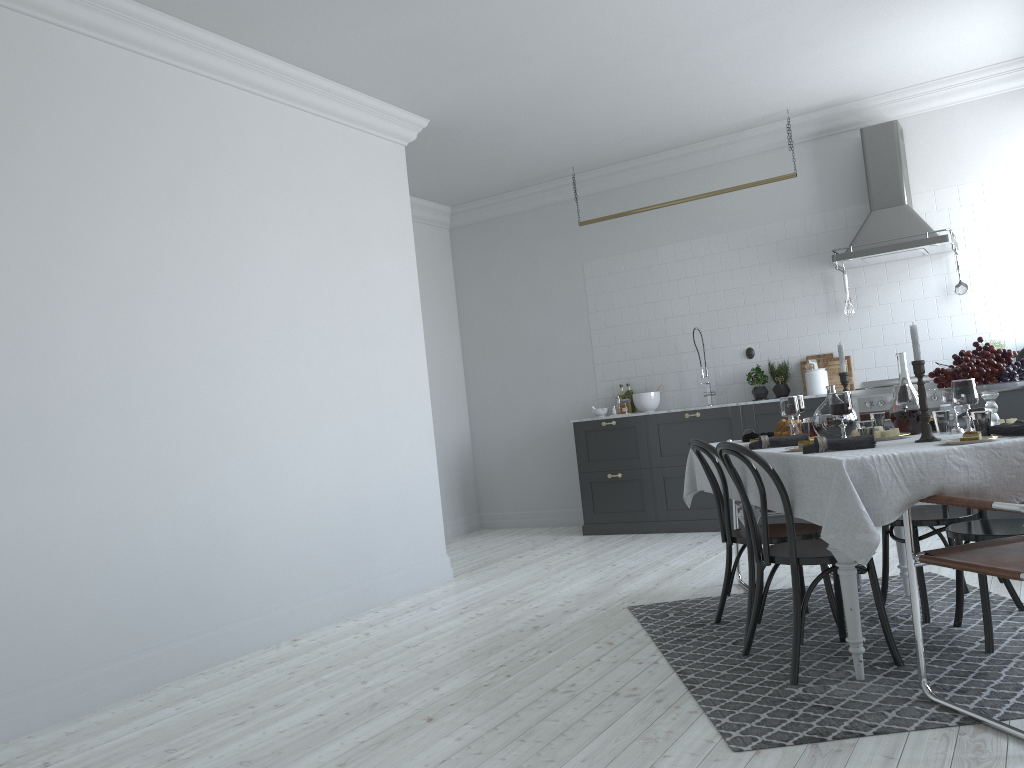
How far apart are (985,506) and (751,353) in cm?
516

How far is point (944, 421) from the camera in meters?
3.6 m

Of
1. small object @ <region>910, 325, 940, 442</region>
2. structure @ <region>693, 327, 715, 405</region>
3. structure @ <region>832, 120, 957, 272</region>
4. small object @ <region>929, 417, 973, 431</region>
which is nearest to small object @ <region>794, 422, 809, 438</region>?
small object @ <region>929, 417, 973, 431</region>

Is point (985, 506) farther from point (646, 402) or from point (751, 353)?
point (646, 402)

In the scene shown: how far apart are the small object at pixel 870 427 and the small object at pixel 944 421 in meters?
0.4

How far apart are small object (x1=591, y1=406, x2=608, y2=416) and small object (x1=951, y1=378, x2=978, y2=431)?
5.12m

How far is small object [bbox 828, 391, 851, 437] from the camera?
3.4m

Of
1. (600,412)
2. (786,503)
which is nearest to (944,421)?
(786,503)

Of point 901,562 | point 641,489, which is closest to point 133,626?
point 901,562

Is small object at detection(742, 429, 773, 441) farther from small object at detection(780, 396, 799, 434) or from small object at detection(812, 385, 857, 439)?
small object at detection(812, 385, 857, 439)
